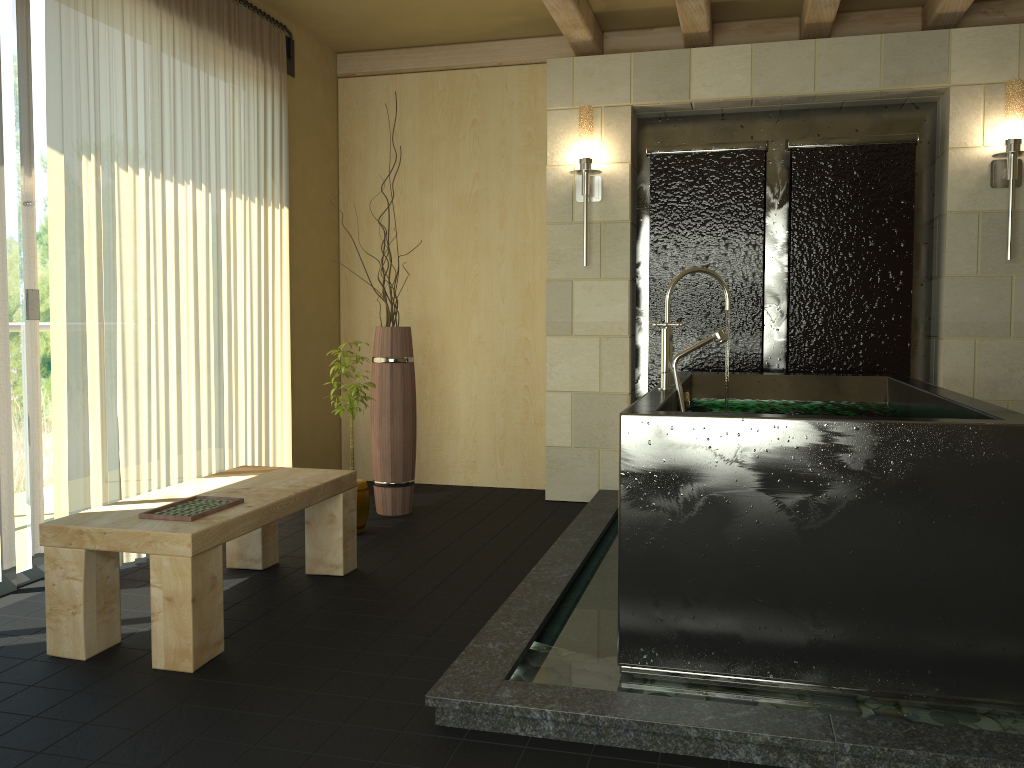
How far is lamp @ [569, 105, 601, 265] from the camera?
4.6 meters

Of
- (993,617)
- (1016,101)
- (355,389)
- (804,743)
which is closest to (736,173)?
(1016,101)

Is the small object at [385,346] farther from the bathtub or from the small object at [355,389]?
the bathtub

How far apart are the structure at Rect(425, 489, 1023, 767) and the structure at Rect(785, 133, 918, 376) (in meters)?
1.13

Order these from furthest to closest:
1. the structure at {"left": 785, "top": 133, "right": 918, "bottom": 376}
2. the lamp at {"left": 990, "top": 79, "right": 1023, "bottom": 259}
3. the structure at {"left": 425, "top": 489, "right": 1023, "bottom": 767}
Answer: the structure at {"left": 785, "top": 133, "right": 918, "bottom": 376} → the lamp at {"left": 990, "top": 79, "right": 1023, "bottom": 259} → the structure at {"left": 425, "top": 489, "right": 1023, "bottom": 767}

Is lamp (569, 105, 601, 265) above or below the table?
above

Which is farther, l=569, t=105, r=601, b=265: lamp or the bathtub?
l=569, t=105, r=601, b=265: lamp

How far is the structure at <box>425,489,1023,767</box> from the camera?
2.0 meters

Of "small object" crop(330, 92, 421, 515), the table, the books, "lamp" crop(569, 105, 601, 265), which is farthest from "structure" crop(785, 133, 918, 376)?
the books

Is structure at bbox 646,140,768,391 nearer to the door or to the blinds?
the blinds
